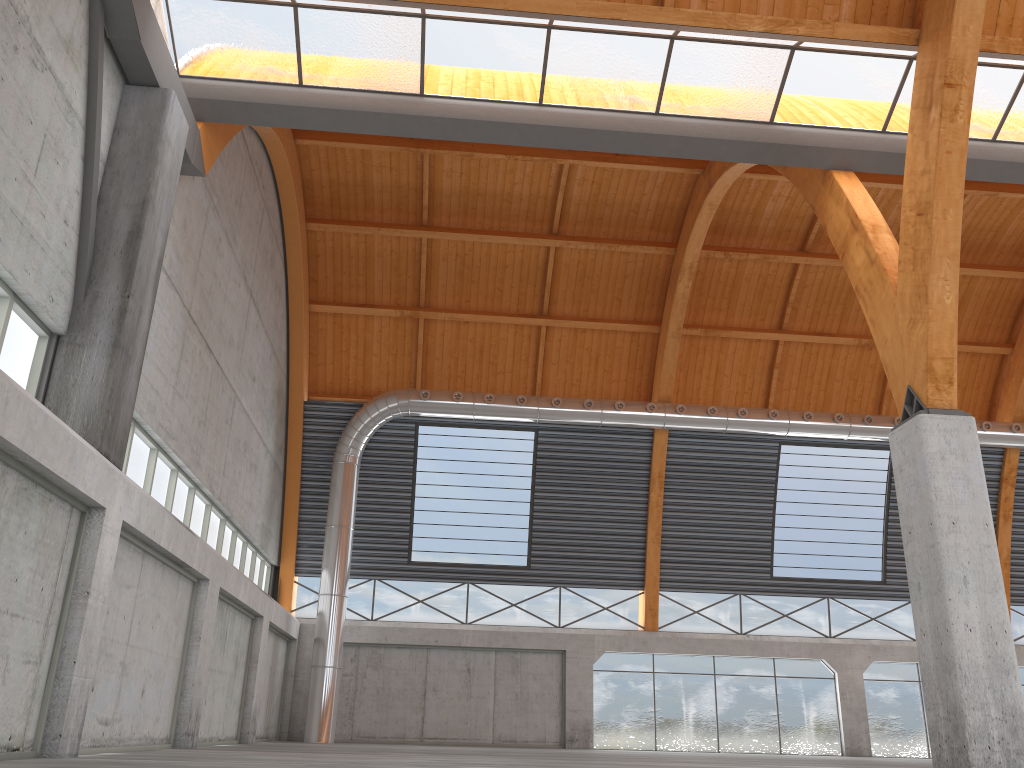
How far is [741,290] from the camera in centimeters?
4051cm

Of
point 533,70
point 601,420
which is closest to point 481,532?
point 601,420
